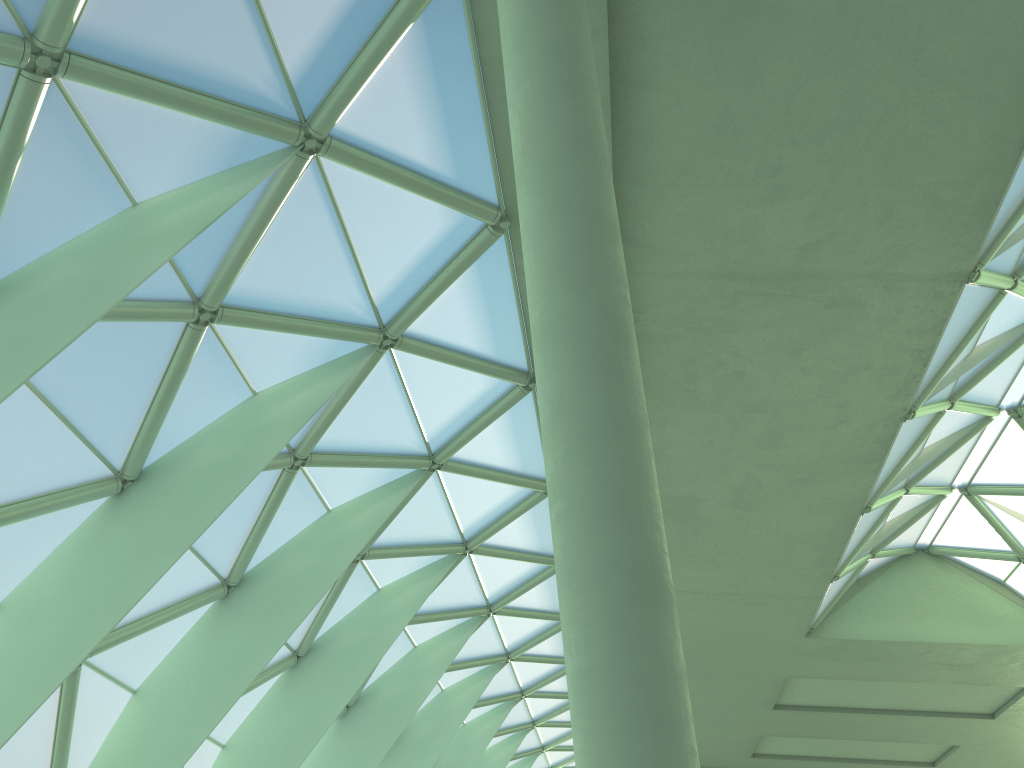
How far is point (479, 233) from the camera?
16.26m
